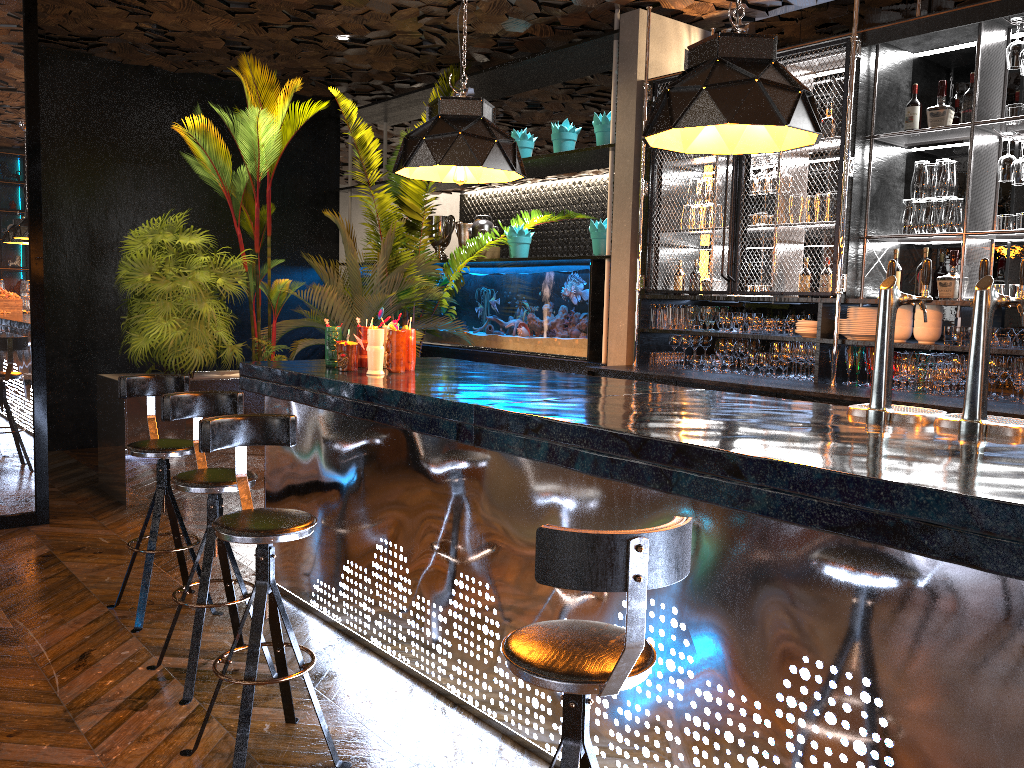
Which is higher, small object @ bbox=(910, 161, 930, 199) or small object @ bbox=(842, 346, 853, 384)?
small object @ bbox=(910, 161, 930, 199)

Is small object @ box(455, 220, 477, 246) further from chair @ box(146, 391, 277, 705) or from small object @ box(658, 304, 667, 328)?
chair @ box(146, 391, 277, 705)

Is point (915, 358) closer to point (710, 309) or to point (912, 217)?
point (912, 217)

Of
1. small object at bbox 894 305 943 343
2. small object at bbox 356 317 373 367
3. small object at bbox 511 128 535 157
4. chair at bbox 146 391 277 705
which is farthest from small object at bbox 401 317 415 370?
small object at bbox 511 128 535 157

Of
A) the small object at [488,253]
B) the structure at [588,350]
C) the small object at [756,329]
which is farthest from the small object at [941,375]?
the small object at [488,253]

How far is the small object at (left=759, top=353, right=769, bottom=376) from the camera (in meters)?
5.67

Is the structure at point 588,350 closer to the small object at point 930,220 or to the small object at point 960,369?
the small object at point 930,220

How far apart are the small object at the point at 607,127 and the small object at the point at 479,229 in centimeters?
166cm

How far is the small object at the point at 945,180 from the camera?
4.9m

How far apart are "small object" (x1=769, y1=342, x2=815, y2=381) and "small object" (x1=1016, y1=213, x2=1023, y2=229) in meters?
1.3 m
